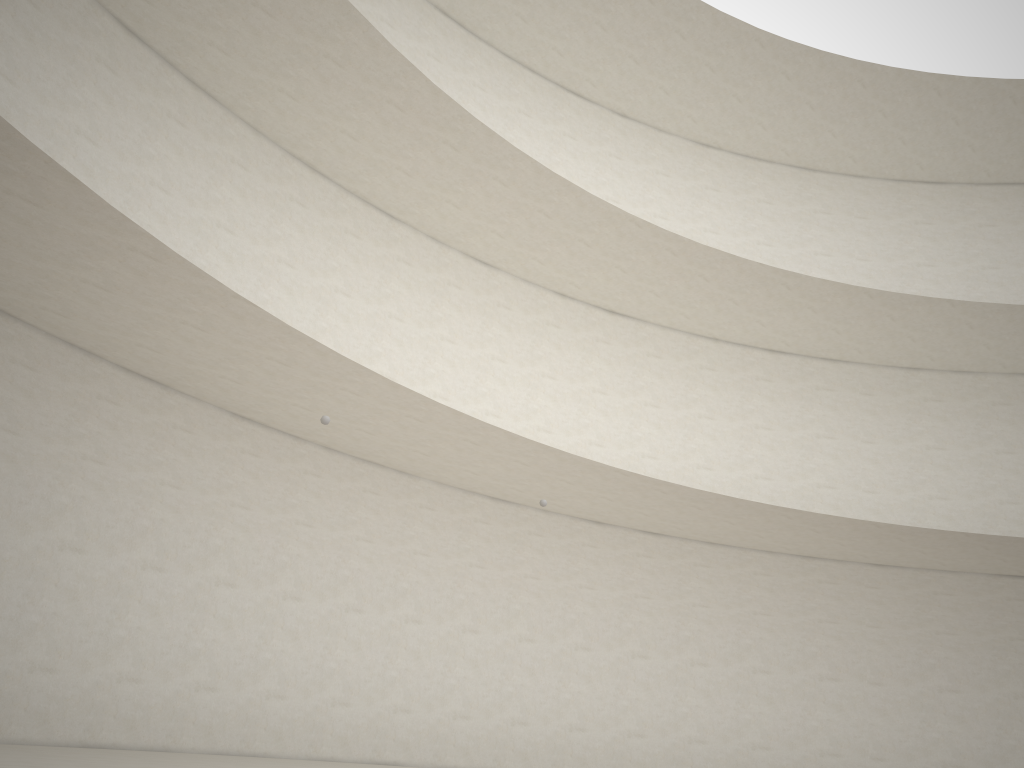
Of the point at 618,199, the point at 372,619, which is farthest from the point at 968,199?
the point at 372,619
